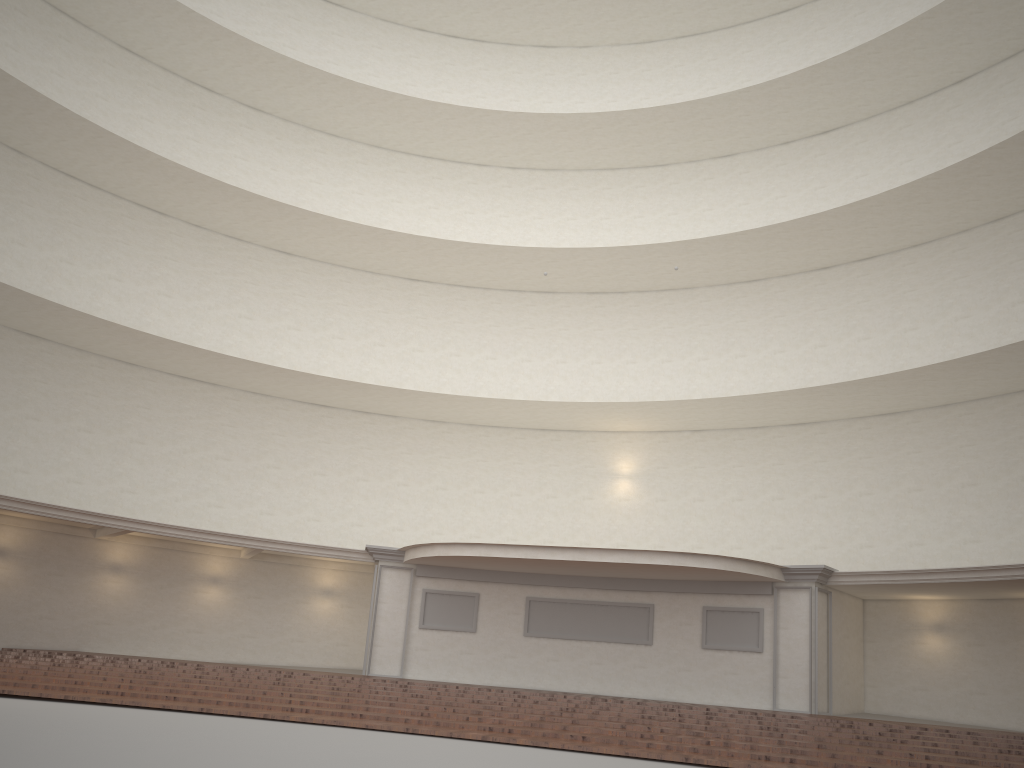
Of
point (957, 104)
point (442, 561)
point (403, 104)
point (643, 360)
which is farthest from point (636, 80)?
point (442, 561)
